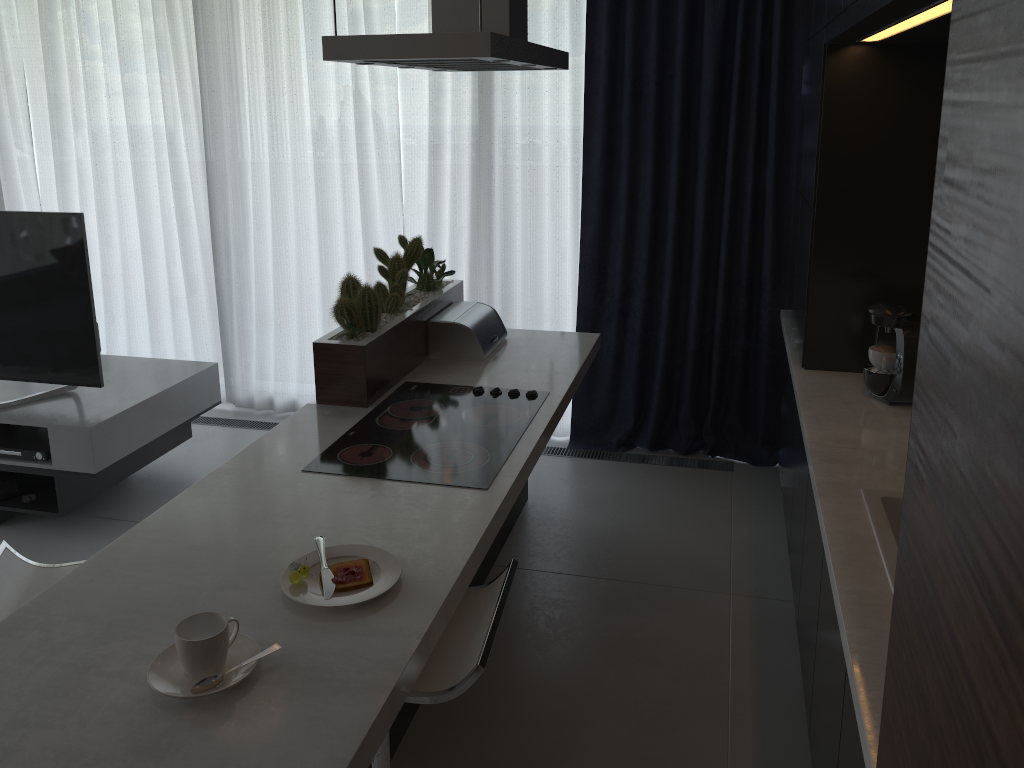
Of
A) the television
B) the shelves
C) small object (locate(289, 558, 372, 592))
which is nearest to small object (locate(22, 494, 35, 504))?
the shelves

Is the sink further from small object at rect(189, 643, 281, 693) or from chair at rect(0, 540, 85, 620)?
chair at rect(0, 540, 85, 620)

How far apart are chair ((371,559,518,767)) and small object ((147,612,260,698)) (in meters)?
0.29

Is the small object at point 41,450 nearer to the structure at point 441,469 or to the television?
the television

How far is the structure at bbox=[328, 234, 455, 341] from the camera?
2.8 meters

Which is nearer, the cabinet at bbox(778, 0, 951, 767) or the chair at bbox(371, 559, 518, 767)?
the chair at bbox(371, 559, 518, 767)

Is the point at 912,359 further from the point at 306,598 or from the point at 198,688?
the point at 198,688

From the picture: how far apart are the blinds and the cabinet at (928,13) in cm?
13

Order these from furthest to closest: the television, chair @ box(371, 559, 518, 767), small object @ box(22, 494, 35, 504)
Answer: small object @ box(22, 494, 35, 504)
the television
chair @ box(371, 559, 518, 767)

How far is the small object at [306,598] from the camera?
1.7 meters
